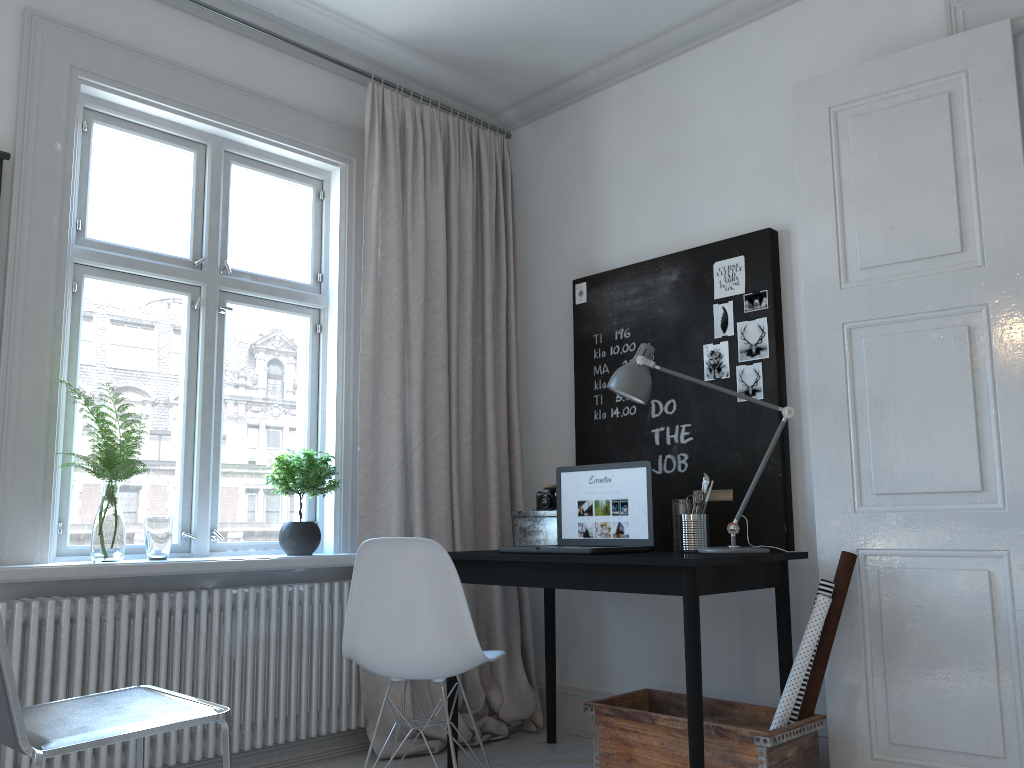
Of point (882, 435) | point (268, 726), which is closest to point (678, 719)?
point (882, 435)

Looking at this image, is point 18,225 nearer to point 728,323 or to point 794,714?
point 728,323

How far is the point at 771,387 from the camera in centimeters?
313cm

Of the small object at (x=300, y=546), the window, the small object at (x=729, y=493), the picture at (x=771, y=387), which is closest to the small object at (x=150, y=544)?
the window

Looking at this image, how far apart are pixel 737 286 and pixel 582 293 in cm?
76

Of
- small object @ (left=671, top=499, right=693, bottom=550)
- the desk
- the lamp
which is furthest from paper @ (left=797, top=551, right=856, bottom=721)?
small object @ (left=671, top=499, right=693, bottom=550)

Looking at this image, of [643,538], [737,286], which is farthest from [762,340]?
[643,538]

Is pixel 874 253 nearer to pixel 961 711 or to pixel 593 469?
pixel 593 469

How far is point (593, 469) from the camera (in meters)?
3.24

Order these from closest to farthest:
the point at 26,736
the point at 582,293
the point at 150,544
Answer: the point at 26,736, the point at 150,544, the point at 582,293
